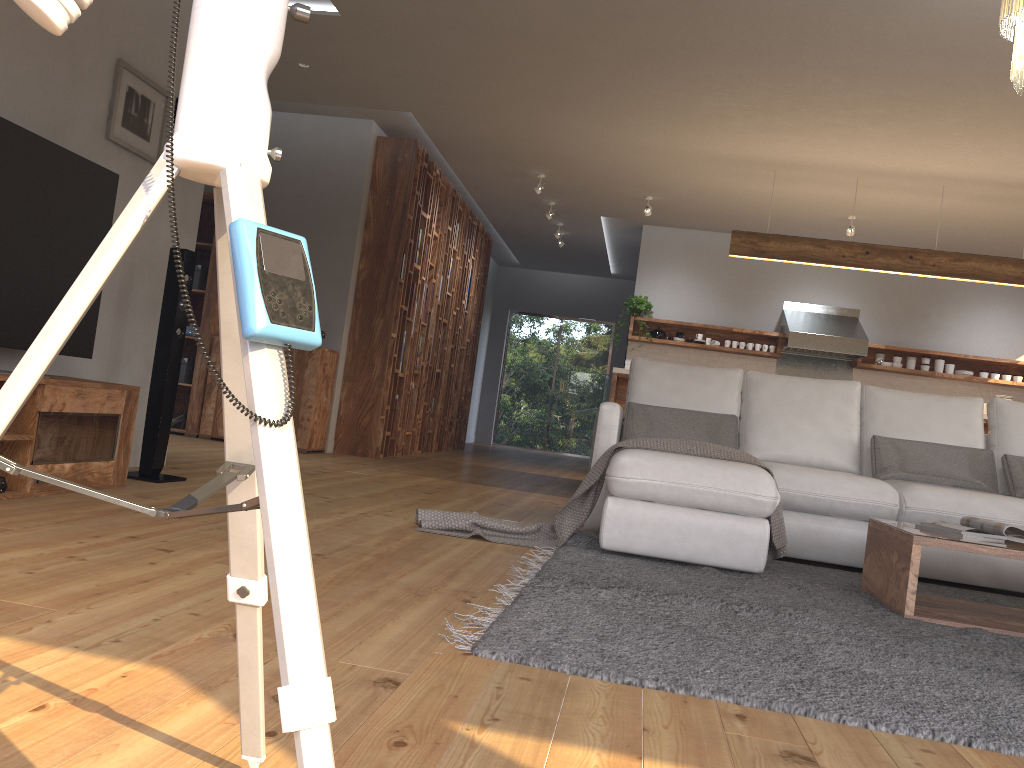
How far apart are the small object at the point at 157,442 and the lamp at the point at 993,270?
4.4 meters

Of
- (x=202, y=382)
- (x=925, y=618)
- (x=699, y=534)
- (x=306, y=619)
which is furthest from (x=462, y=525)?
(x=202, y=382)

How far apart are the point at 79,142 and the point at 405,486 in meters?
2.6 m

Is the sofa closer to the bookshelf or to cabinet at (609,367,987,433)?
cabinet at (609,367,987,433)

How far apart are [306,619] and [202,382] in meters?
6.7

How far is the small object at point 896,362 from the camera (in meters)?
9.20

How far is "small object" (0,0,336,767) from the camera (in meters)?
0.72

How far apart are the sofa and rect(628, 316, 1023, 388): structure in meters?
4.5

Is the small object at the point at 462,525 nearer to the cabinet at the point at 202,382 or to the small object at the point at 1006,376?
the cabinet at the point at 202,382

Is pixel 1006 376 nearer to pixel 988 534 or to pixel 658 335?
pixel 658 335
